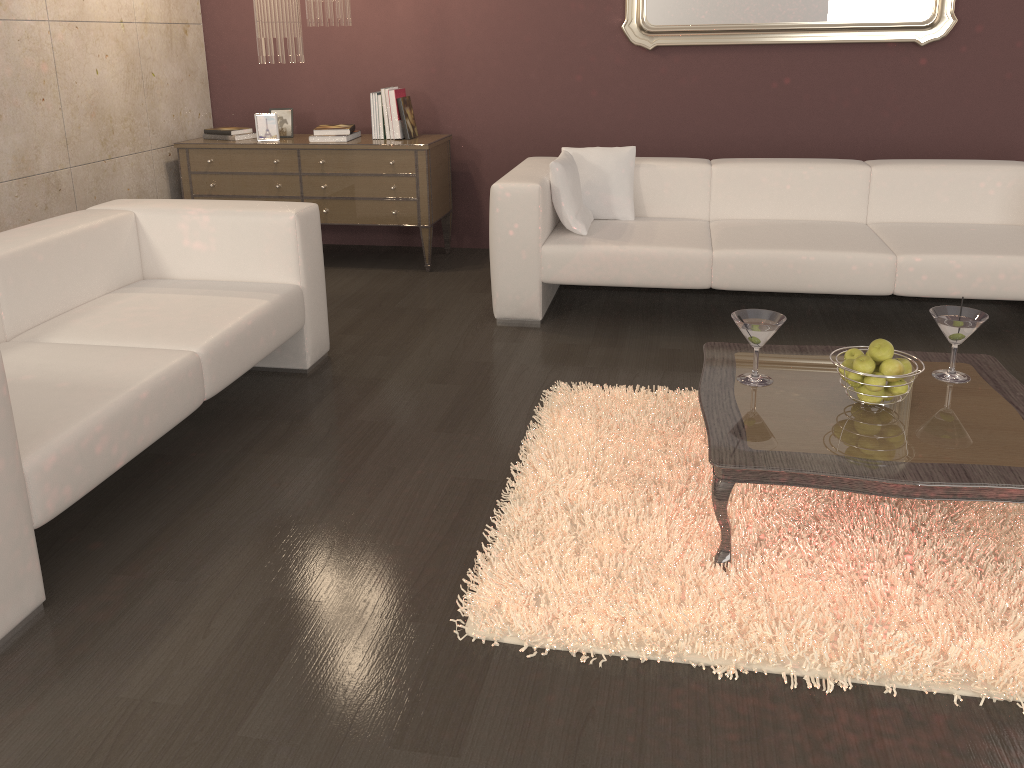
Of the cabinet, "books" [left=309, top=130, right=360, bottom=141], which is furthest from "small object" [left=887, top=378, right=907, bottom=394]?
"books" [left=309, top=130, right=360, bottom=141]

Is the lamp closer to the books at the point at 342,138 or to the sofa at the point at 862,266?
the books at the point at 342,138

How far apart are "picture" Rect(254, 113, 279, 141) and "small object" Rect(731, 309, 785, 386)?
3.39m

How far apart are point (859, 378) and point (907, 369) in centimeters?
13cm

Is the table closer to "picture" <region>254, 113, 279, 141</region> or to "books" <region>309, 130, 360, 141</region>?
"books" <region>309, 130, 360, 141</region>

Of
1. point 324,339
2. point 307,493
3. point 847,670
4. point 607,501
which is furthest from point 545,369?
point 847,670

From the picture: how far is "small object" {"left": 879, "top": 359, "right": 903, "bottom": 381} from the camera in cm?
227

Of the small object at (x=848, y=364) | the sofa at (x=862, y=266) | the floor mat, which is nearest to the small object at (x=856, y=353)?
the small object at (x=848, y=364)

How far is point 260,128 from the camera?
5.0m

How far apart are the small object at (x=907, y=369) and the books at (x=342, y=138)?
3.46m
